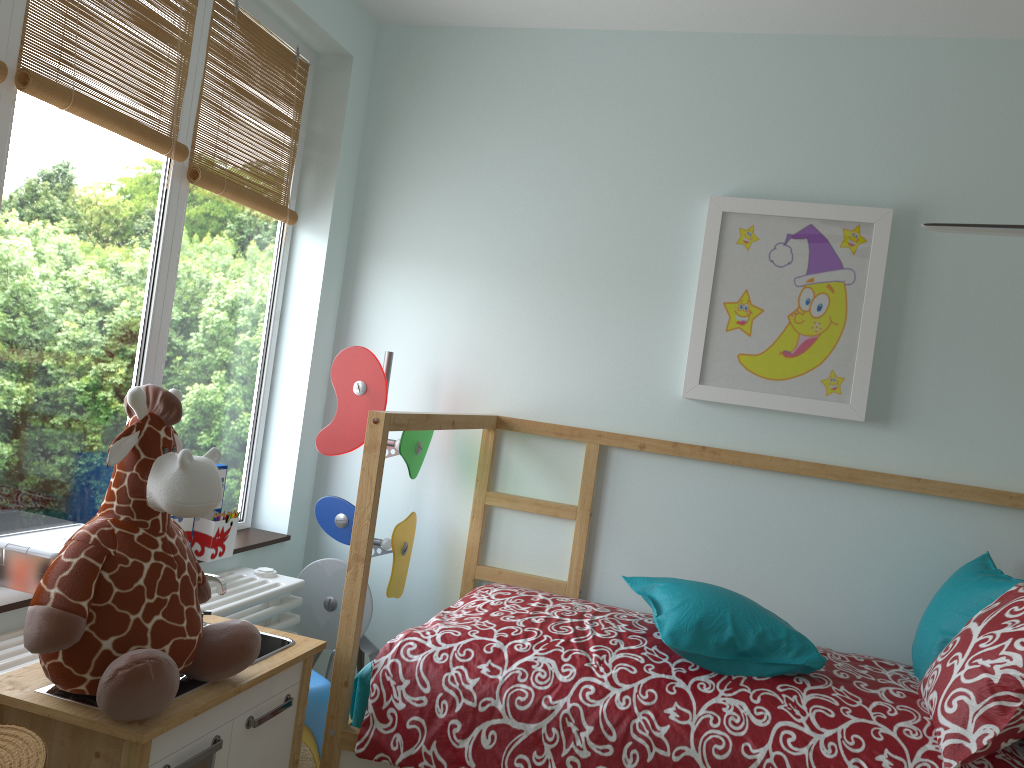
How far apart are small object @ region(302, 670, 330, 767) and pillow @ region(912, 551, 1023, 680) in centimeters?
139cm

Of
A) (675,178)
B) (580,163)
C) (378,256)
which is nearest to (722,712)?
(675,178)

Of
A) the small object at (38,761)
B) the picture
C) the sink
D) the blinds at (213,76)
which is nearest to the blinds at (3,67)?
the blinds at (213,76)

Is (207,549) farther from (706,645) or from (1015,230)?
(1015,230)

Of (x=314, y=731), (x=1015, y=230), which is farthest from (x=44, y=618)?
(x=1015, y=230)

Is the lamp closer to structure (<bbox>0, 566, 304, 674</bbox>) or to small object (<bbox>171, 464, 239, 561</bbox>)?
structure (<bbox>0, 566, 304, 674</bbox>)

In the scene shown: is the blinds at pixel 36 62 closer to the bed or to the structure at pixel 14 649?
the bed

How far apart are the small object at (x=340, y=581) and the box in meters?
0.7

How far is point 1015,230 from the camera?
1.17m

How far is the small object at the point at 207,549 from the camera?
2.3 meters
